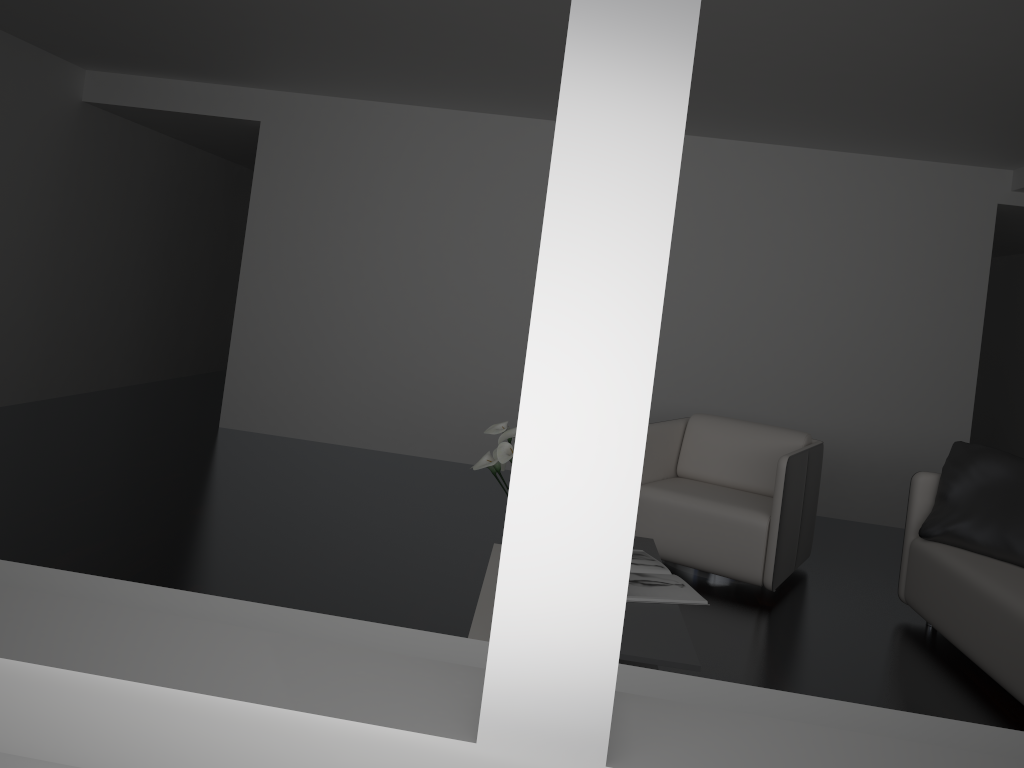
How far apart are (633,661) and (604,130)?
2.1 meters

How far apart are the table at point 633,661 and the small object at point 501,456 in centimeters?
63cm

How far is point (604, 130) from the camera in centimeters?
54cm

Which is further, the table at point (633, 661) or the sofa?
the sofa

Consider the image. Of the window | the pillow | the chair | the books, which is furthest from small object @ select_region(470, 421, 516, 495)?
the window

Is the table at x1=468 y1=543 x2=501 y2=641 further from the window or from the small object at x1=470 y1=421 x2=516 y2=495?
the window

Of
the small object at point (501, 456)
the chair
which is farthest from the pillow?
the small object at point (501, 456)

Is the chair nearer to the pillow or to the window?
the pillow

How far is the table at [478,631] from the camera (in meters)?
2.43

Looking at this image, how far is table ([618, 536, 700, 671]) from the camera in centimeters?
241cm
